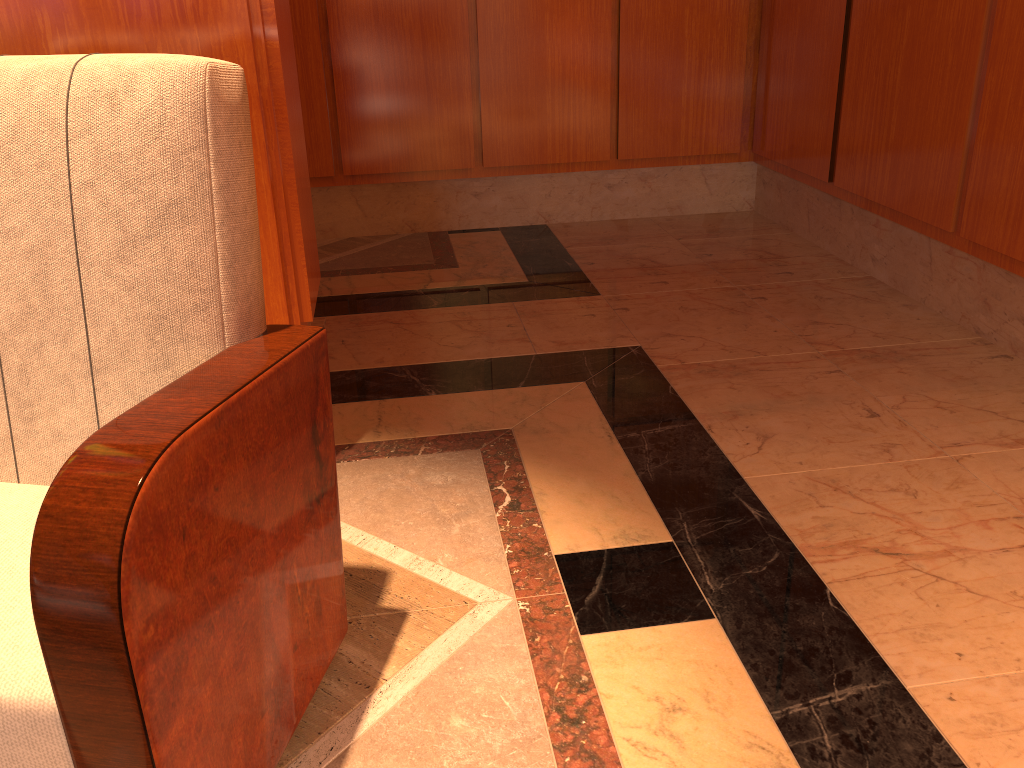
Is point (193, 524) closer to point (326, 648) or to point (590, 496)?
point (326, 648)

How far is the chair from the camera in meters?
0.9

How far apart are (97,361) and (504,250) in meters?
2.7 m

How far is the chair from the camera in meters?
Result: 0.9

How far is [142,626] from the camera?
0.90m
